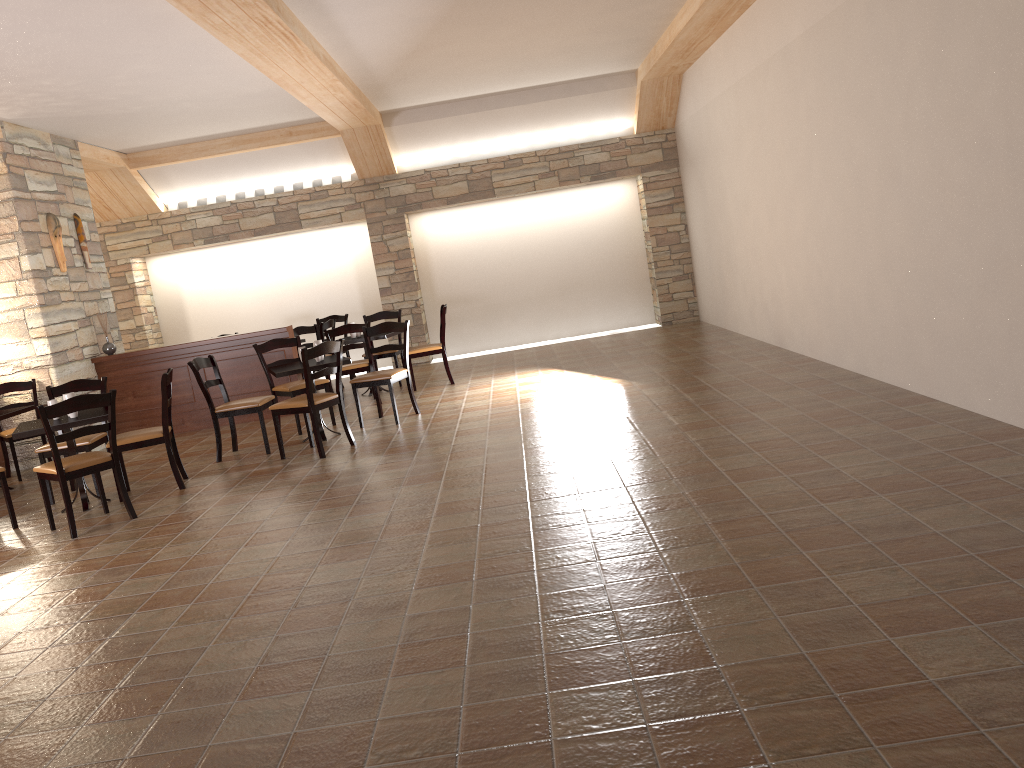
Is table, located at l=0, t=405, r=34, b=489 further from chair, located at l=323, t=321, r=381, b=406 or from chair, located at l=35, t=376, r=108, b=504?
chair, located at l=323, t=321, r=381, b=406

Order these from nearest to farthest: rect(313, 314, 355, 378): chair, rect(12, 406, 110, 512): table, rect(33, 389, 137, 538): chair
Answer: rect(33, 389, 137, 538): chair → rect(12, 406, 110, 512): table → rect(313, 314, 355, 378): chair

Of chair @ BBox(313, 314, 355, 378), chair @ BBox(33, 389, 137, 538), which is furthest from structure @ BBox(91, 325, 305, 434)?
chair @ BBox(33, 389, 137, 538)

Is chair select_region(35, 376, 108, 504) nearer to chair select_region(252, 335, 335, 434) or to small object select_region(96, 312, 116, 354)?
chair select_region(252, 335, 335, 434)

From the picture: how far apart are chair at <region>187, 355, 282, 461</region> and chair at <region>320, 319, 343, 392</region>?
2.91m

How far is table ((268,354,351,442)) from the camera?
7.0 meters

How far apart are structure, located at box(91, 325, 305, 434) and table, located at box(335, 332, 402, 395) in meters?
0.6

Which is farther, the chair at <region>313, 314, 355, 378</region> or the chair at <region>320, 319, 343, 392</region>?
the chair at <region>313, 314, 355, 378</region>

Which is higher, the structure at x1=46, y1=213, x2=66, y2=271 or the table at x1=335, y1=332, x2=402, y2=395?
the structure at x1=46, y1=213, x2=66, y2=271

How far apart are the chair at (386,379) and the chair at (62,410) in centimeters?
231cm
